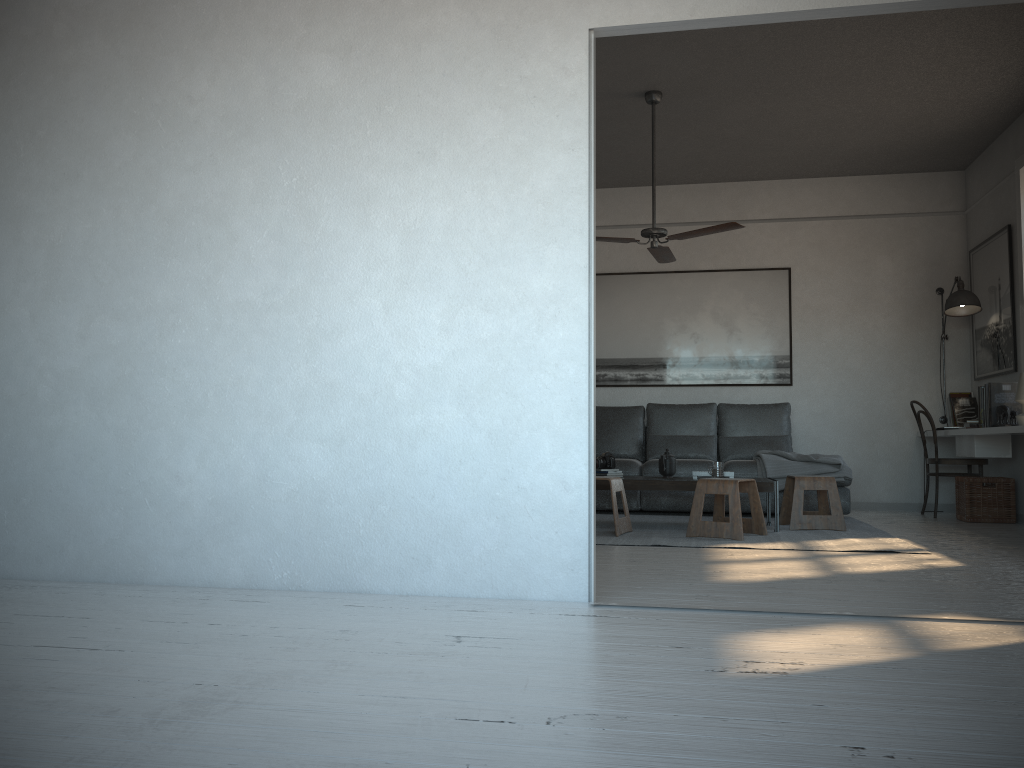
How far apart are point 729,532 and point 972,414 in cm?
336

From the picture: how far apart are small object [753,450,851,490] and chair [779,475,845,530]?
0.5 meters

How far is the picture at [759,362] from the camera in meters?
7.8 m

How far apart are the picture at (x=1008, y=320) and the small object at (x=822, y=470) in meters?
1.4

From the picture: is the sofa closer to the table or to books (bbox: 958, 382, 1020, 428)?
books (bbox: 958, 382, 1020, 428)

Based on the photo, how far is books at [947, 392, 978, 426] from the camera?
7.21m

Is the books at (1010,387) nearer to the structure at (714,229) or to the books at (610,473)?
the structure at (714,229)

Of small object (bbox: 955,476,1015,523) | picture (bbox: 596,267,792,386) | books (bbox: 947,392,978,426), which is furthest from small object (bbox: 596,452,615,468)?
books (bbox: 947,392,978,426)

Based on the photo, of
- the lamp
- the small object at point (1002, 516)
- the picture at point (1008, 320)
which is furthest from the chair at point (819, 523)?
the lamp

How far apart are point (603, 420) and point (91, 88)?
4.95m
